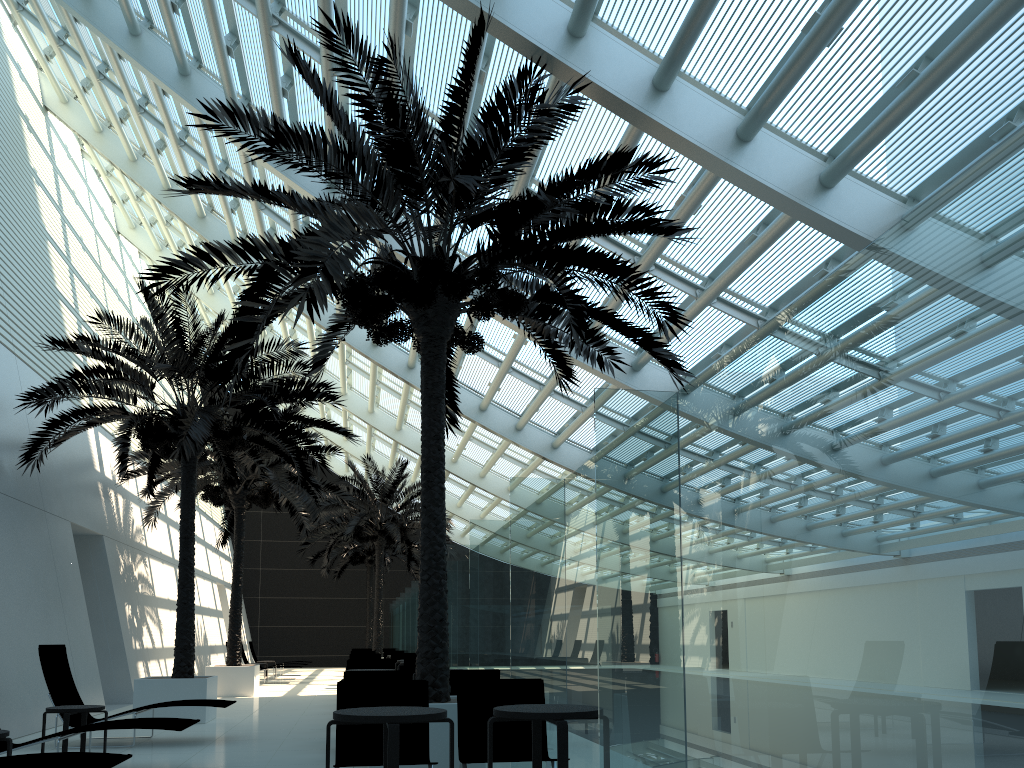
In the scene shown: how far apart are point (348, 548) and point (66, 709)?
24.3m

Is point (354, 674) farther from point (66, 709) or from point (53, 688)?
point (53, 688)

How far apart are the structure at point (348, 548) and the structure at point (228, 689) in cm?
1119

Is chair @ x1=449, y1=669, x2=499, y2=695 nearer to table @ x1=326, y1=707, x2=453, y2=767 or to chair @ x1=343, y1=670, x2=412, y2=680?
chair @ x1=343, y1=670, x2=412, y2=680

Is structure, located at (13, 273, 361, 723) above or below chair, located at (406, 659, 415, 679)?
above

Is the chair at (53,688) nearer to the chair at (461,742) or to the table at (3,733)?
the table at (3,733)

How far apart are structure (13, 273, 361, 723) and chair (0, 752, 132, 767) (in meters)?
6.54

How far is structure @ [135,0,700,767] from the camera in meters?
7.2

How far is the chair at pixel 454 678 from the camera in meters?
8.9 m

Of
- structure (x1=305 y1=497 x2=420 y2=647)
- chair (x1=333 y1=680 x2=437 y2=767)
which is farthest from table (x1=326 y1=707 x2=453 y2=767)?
structure (x1=305 y1=497 x2=420 y2=647)
